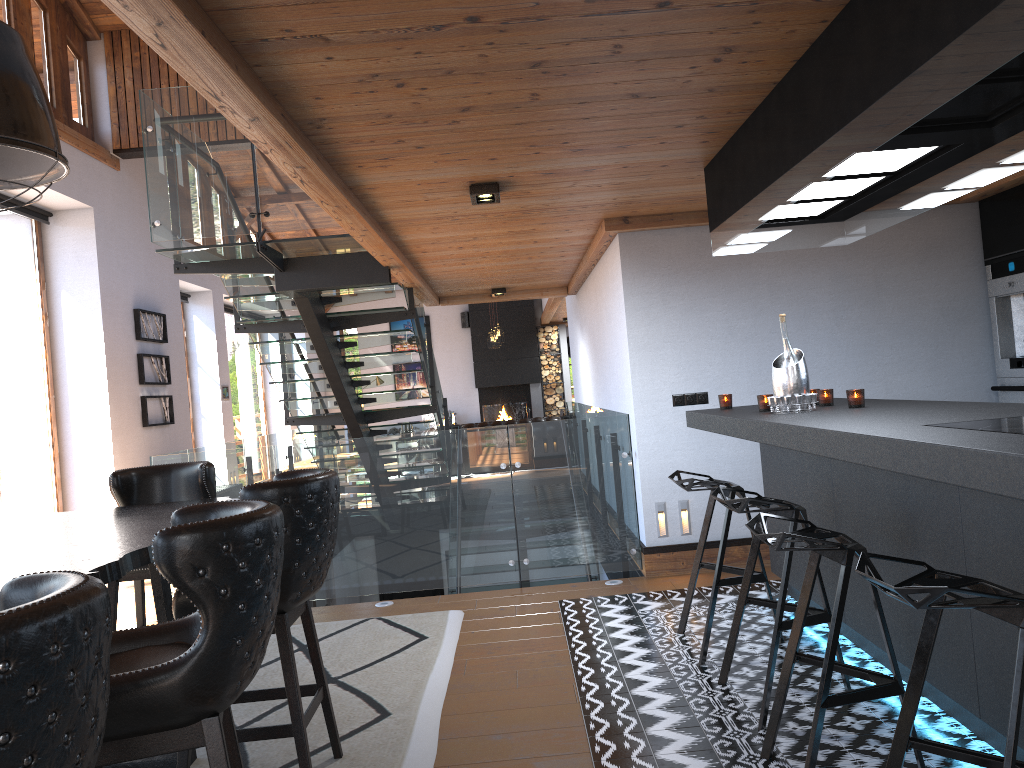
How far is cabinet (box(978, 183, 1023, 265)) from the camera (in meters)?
5.47

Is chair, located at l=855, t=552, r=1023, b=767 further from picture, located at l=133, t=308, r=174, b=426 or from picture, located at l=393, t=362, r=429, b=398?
picture, located at l=393, t=362, r=429, b=398

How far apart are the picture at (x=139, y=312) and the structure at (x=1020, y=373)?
8.3m

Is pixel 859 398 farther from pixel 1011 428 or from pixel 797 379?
pixel 1011 428

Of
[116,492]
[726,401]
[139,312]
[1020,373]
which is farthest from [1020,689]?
[139,312]

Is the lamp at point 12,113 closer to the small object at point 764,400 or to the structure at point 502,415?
the small object at point 764,400

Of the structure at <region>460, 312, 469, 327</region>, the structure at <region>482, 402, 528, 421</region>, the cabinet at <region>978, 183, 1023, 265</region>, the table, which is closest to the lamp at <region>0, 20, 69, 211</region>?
the table

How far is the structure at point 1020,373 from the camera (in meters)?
5.58

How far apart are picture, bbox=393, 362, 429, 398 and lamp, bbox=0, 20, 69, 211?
16.5m

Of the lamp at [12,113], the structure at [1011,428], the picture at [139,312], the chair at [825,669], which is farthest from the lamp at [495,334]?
the structure at [1011,428]
